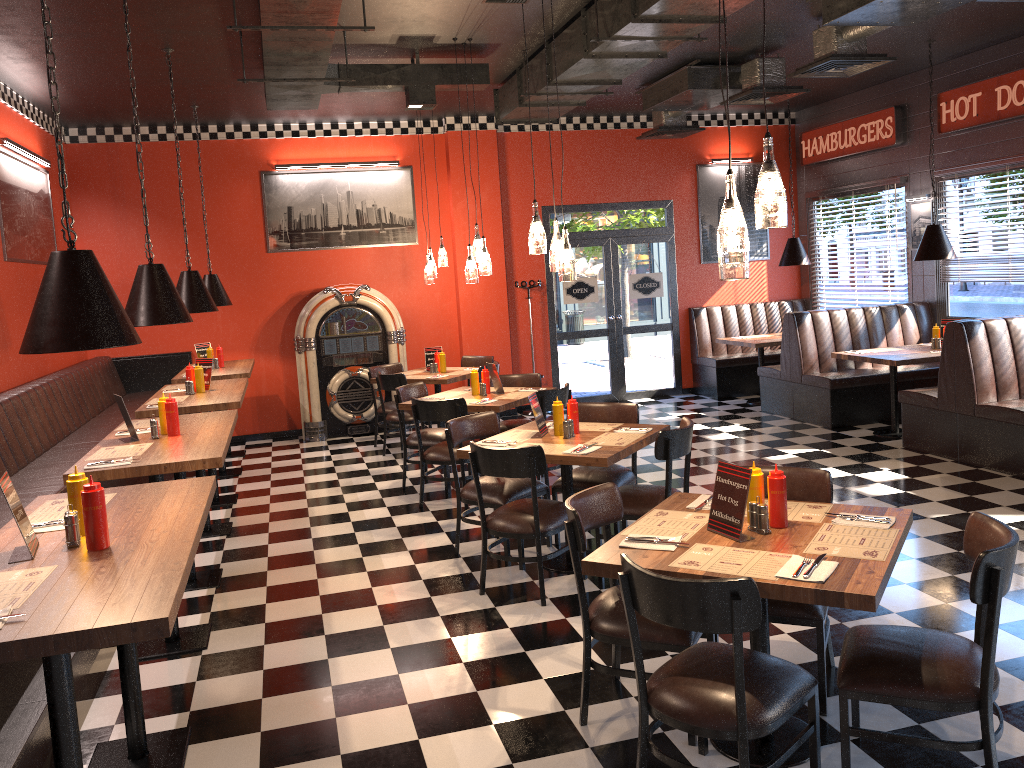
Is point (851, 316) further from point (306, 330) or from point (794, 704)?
point (794, 704)

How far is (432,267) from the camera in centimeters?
915cm

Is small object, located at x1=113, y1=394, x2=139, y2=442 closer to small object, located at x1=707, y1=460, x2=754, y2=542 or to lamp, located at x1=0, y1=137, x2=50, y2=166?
small object, located at x1=707, y1=460, x2=754, y2=542

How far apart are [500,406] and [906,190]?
5.99m

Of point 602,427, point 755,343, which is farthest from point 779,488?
Answer: point 755,343

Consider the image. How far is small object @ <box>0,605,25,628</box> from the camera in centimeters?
225cm

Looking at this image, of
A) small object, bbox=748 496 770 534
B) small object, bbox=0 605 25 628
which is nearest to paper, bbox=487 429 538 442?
small object, bbox=748 496 770 534

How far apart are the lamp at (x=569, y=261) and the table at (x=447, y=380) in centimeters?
368cm

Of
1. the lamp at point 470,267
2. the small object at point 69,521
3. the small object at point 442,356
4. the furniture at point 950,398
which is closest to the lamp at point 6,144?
the lamp at point 470,267

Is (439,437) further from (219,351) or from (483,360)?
(219,351)
